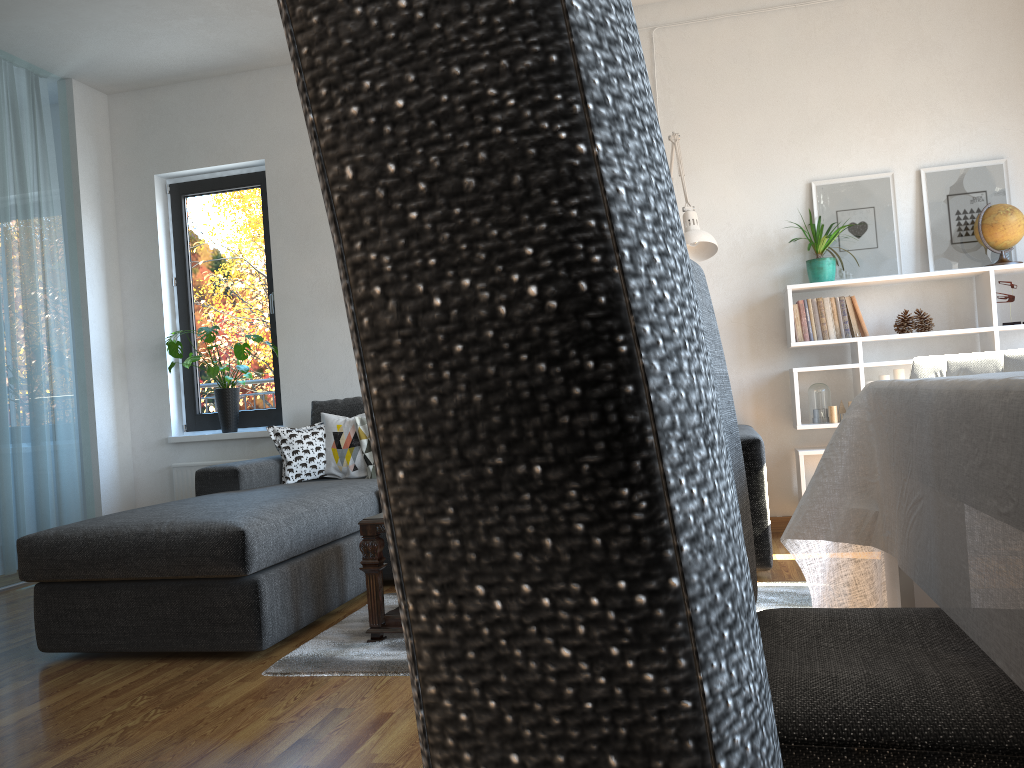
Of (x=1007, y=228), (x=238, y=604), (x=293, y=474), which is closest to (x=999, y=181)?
(x=1007, y=228)

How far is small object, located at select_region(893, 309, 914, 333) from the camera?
4.22m

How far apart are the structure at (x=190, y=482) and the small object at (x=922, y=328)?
3.96m

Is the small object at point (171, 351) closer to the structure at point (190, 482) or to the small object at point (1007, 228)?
the structure at point (190, 482)

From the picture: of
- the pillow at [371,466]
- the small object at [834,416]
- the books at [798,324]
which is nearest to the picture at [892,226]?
the books at [798,324]

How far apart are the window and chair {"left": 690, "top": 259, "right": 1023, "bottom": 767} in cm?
435

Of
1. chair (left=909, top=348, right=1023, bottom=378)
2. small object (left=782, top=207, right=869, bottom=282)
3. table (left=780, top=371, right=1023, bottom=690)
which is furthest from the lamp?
table (left=780, top=371, right=1023, bottom=690)

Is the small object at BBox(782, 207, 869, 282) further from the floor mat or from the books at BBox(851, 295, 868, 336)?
the floor mat

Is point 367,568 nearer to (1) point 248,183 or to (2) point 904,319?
(2) point 904,319

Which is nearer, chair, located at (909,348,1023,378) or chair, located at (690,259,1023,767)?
chair, located at (690,259,1023,767)
